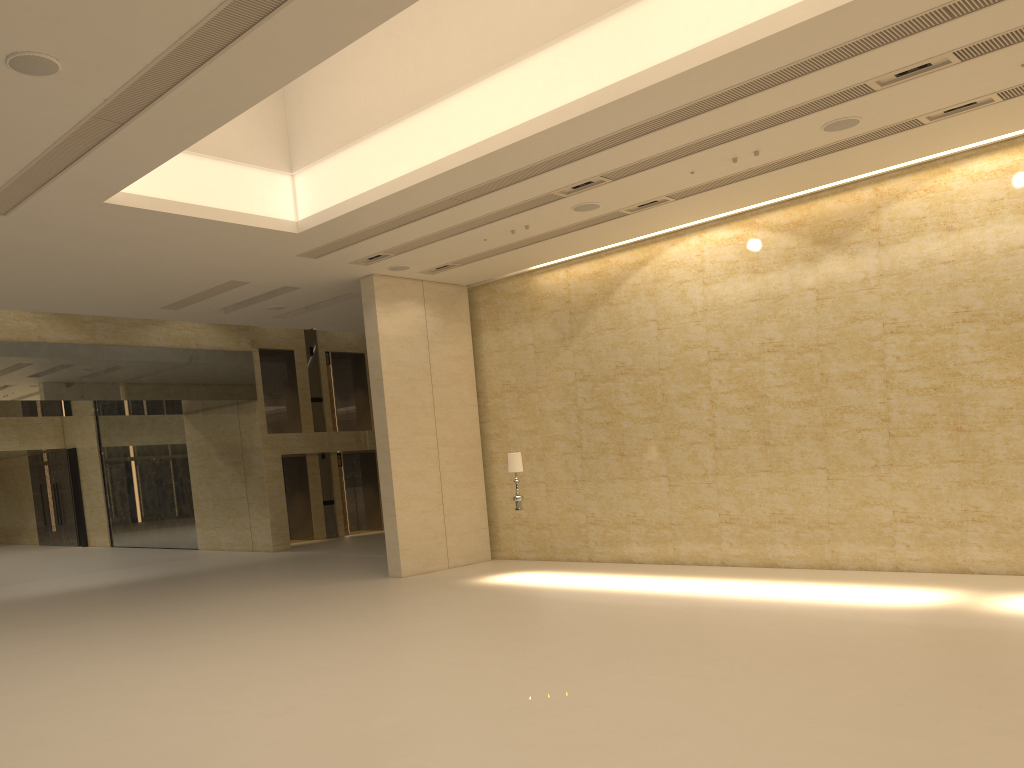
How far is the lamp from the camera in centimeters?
1551cm

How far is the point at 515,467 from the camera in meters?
15.5 m

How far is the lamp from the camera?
15.51m
